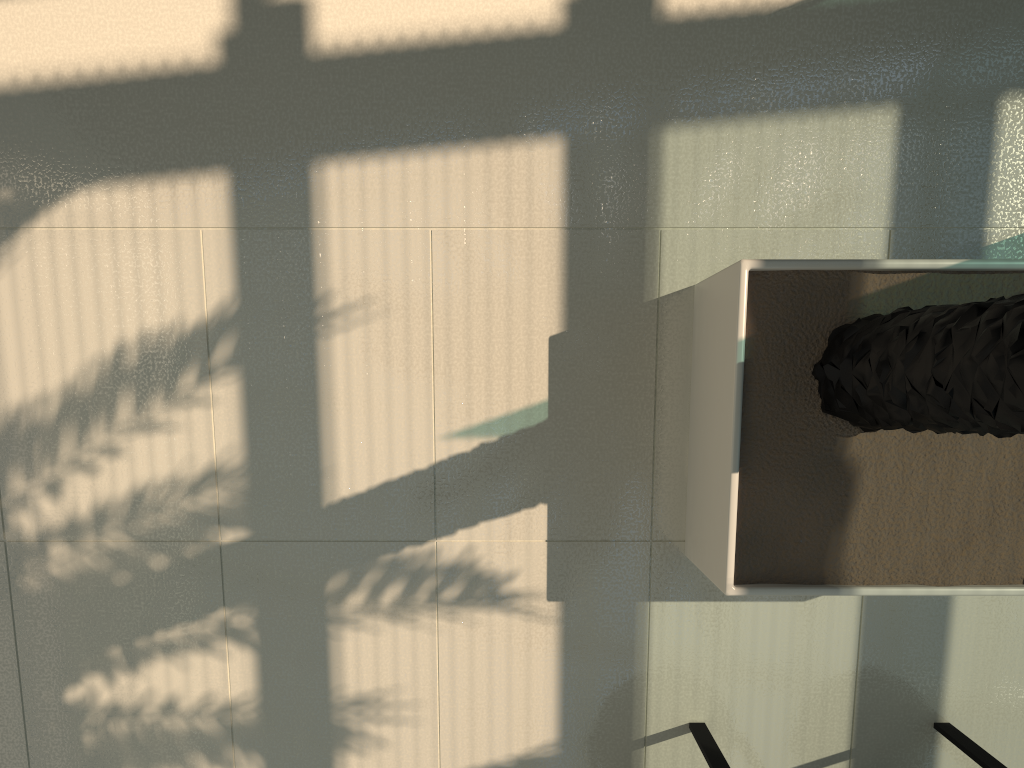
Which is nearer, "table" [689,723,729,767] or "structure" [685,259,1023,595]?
"structure" [685,259,1023,595]

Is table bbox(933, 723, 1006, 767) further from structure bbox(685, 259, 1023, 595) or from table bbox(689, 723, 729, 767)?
table bbox(689, 723, 729, 767)

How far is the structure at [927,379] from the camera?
2.0 meters

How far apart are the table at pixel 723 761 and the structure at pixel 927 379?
0.6m

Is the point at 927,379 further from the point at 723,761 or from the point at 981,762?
the point at 981,762

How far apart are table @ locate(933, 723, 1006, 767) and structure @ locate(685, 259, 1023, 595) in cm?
72

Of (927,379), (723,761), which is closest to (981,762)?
(723,761)

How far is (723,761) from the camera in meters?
2.9

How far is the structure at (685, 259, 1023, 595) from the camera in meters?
2.0

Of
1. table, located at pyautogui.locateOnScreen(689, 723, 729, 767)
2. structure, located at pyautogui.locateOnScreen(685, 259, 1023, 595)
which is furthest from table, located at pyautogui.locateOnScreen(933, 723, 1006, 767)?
table, located at pyautogui.locateOnScreen(689, 723, 729, 767)
